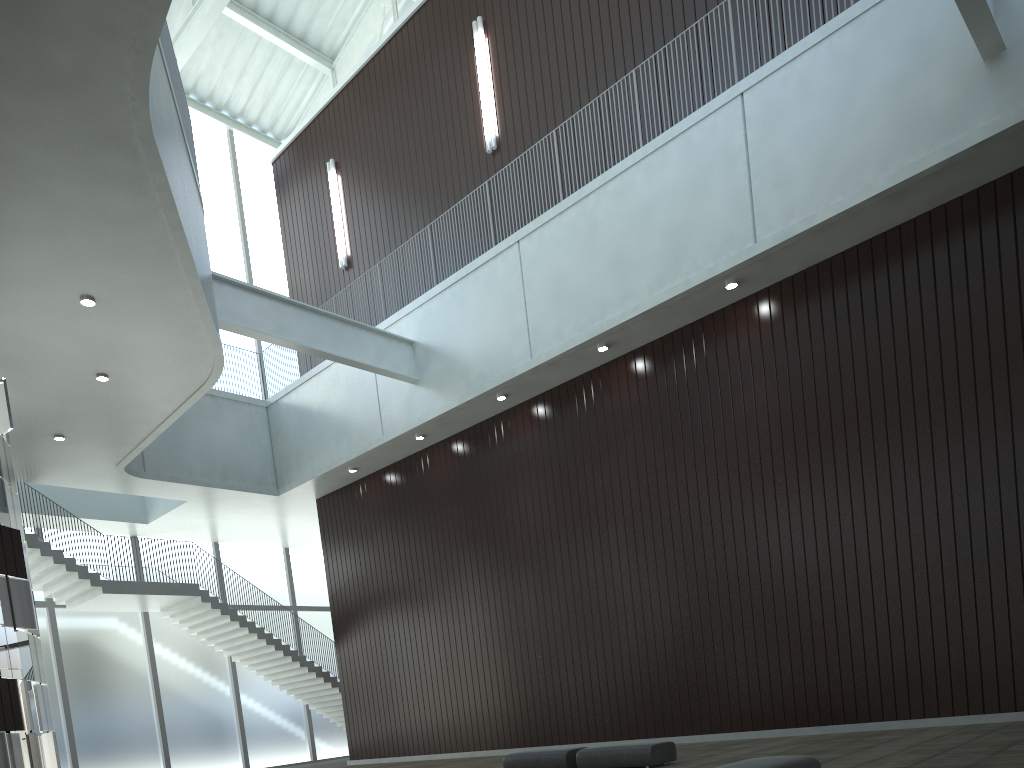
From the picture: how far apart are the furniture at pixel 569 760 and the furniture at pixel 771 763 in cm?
1572

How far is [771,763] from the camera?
18.3 meters

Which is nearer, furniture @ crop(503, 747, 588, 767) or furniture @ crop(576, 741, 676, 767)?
furniture @ crop(576, 741, 676, 767)

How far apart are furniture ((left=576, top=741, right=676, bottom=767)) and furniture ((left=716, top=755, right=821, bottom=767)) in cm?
1224

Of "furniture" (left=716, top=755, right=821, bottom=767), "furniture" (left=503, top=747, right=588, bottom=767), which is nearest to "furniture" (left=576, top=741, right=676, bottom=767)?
"furniture" (left=503, top=747, right=588, bottom=767)

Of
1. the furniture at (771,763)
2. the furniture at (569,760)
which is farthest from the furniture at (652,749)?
the furniture at (771,763)

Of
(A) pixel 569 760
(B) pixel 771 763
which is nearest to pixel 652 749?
(A) pixel 569 760

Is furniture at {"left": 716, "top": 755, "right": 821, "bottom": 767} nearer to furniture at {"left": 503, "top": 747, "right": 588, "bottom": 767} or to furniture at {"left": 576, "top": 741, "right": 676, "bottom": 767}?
furniture at {"left": 576, "top": 741, "right": 676, "bottom": 767}

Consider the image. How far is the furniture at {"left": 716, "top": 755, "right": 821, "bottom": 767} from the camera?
18.3m

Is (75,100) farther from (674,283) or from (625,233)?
(674,283)
